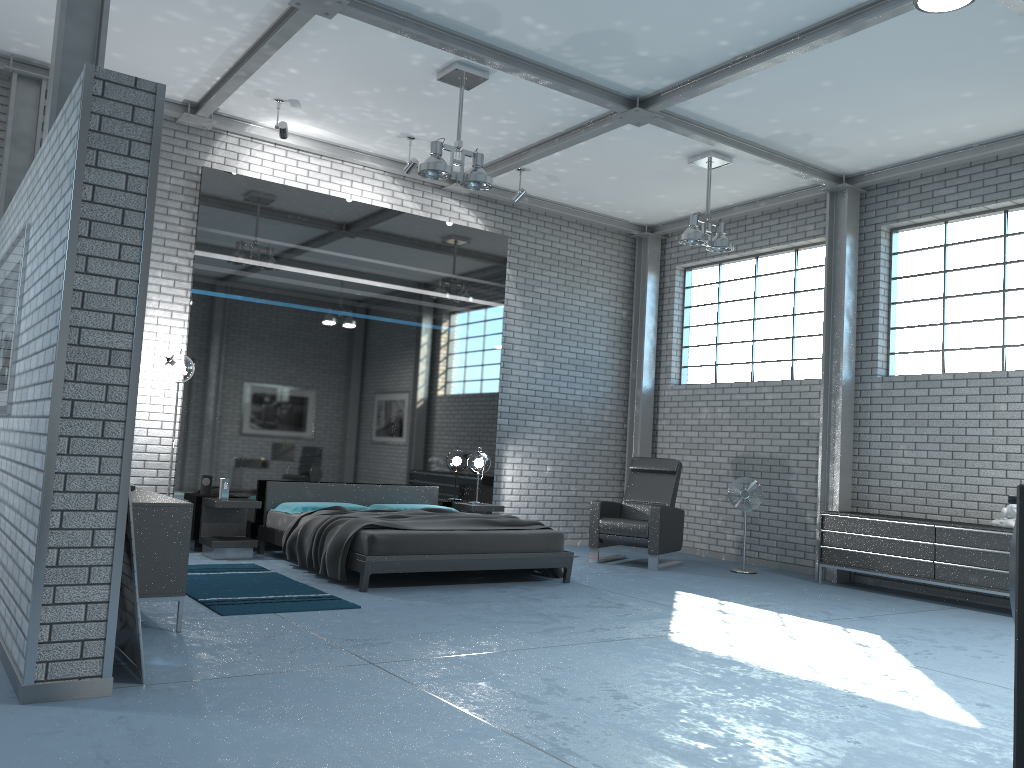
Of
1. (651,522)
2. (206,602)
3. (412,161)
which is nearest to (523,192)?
(412,161)

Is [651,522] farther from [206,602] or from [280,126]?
[280,126]

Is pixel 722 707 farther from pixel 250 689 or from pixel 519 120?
pixel 519 120

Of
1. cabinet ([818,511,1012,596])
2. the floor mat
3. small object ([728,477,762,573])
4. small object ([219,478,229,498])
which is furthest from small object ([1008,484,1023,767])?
small object ([728,477,762,573])

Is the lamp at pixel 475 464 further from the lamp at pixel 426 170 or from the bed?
the lamp at pixel 426 170

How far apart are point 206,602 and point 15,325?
2.0 meters

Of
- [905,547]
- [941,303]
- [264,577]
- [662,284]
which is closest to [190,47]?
[264,577]

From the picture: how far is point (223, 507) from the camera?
7.6m

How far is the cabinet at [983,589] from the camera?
7.1 meters

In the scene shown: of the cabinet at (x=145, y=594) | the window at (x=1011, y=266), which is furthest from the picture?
the window at (x=1011, y=266)
